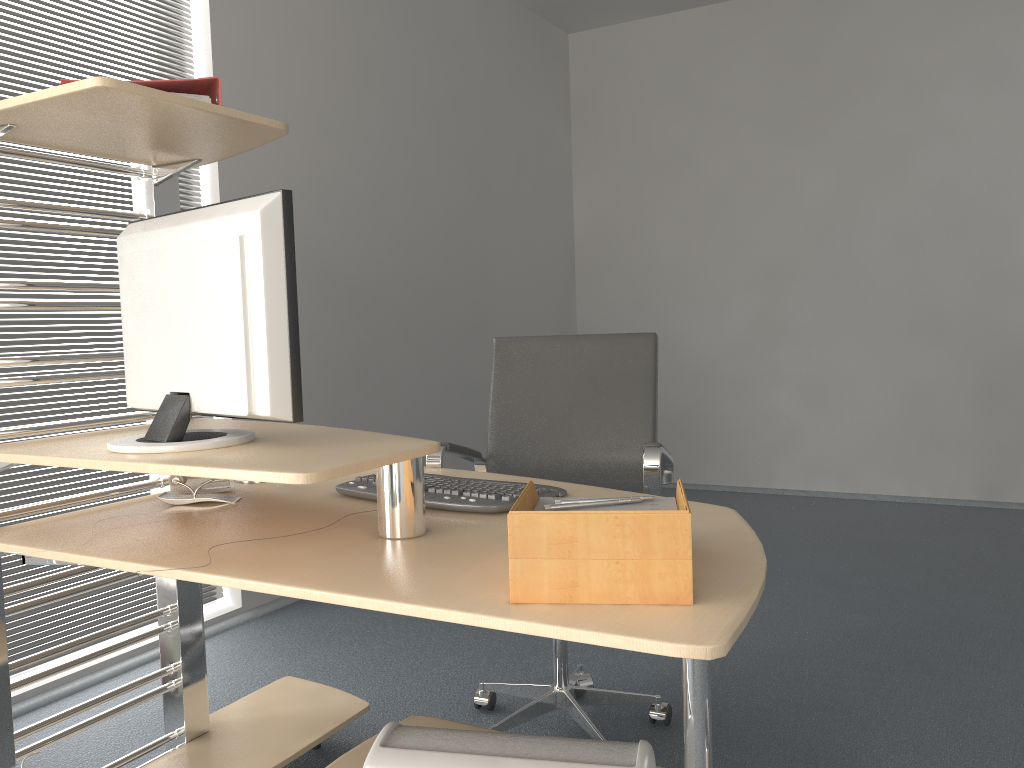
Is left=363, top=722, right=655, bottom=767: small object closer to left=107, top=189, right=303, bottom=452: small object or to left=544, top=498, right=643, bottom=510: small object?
left=544, top=498, right=643, bottom=510: small object

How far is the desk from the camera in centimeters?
112cm

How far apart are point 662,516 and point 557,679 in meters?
1.4 m

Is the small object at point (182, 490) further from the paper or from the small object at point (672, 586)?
the small object at point (672, 586)

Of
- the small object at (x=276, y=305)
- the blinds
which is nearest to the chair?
the small object at (x=276, y=305)

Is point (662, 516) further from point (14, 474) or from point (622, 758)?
point (14, 474)

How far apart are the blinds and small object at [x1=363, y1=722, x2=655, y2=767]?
1.8 meters

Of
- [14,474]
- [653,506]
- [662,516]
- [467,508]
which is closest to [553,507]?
[653,506]

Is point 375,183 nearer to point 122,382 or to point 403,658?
point 122,382

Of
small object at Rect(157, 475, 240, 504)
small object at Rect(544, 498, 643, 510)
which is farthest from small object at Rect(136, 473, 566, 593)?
small object at Rect(544, 498, 643, 510)
